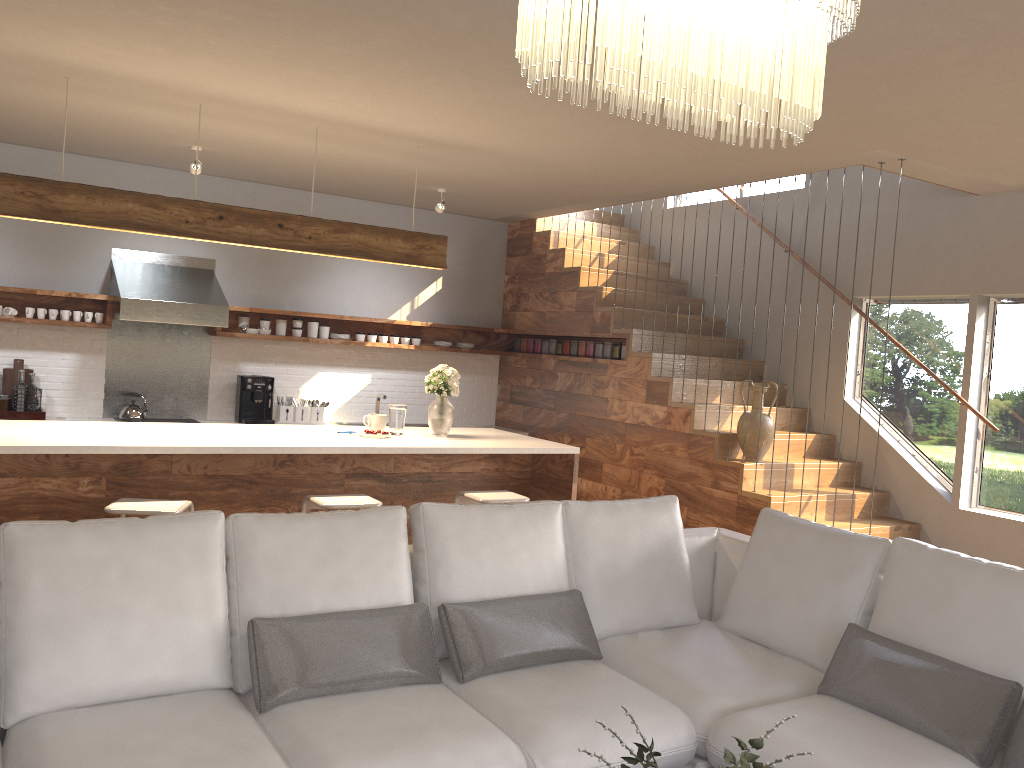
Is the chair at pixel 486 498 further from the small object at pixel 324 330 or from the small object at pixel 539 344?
the small object at pixel 539 344

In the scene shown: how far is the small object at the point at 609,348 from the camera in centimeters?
740cm

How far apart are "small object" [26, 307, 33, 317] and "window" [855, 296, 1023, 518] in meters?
6.3 m

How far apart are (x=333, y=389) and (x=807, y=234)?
4.26m

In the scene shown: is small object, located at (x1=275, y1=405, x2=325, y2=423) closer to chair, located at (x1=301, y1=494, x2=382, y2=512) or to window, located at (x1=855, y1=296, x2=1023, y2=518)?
chair, located at (x1=301, y1=494, x2=382, y2=512)

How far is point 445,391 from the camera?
5.44m

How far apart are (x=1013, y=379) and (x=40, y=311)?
6.9 meters

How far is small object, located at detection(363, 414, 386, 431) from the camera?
5.42m

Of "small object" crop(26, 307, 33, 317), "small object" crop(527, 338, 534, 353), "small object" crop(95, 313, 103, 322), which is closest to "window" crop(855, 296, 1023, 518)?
"small object" crop(527, 338, 534, 353)

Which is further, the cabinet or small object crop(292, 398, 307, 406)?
small object crop(292, 398, 307, 406)
